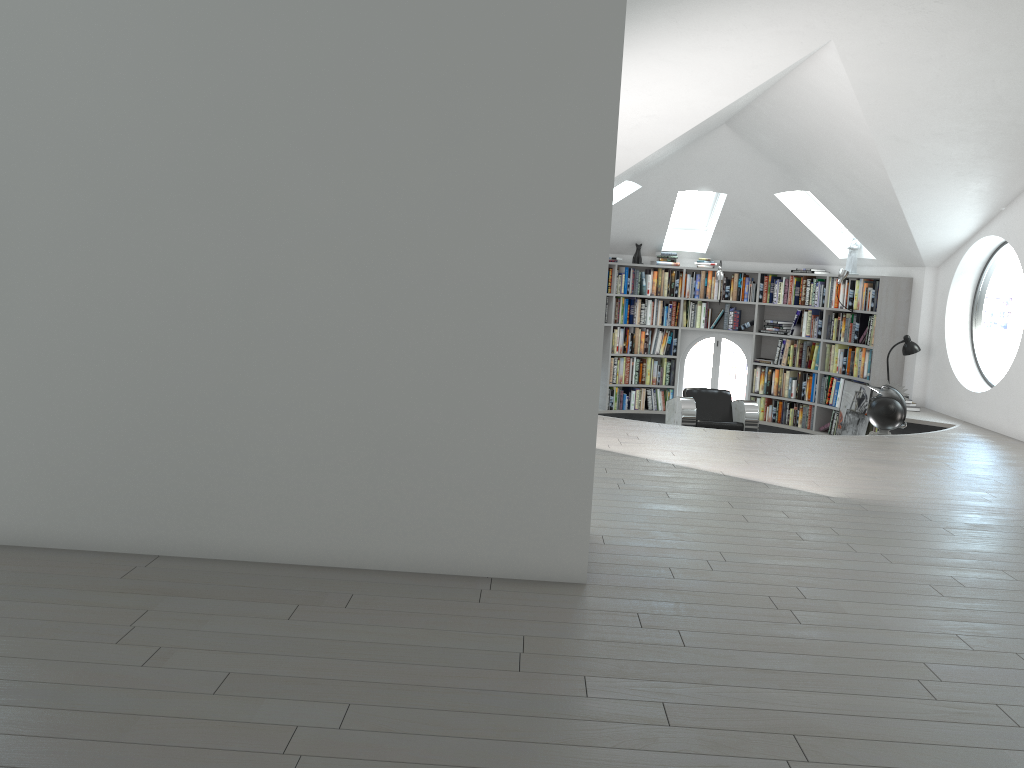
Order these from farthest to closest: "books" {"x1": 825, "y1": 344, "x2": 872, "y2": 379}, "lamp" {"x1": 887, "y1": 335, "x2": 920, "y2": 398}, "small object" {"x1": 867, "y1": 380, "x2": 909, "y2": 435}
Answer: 1. "books" {"x1": 825, "y1": 344, "x2": 872, "y2": 379}
2. "lamp" {"x1": 887, "y1": 335, "x2": 920, "y2": 398}
3. "small object" {"x1": 867, "y1": 380, "x2": 909, "y2": 435}

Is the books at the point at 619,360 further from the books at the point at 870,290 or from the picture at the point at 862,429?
the picture at the point at 862,429

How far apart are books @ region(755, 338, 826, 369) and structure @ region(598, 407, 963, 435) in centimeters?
79cm

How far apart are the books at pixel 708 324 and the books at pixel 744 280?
0.1 meters

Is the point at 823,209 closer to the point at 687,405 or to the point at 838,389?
the point at 838,389

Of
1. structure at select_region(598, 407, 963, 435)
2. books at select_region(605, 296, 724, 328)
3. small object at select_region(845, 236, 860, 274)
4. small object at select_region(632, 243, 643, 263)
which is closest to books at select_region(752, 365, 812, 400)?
structure at select_region(598, 407, 963, 435)

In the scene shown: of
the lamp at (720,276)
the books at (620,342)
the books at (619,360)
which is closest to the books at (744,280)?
the lamp at (720,276)

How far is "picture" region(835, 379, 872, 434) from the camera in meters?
9.7 m

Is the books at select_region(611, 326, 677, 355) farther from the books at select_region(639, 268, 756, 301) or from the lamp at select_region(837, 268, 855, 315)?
the lamp at select_region(837, 268, 855, 315)

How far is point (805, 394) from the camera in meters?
10.8
